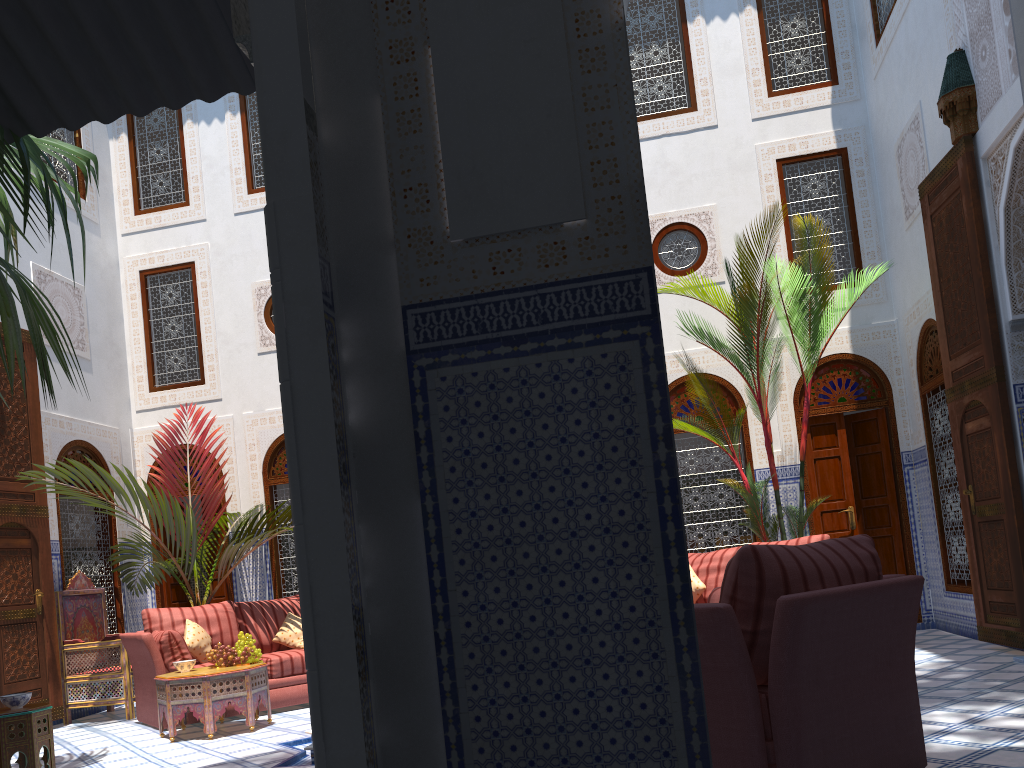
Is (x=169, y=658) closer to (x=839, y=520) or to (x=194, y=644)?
(x=194, y=644)

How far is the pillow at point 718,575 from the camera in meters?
4.9

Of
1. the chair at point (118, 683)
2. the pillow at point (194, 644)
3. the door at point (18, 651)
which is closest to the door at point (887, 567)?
the pillow at point (194, 644)

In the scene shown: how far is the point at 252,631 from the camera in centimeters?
534cm

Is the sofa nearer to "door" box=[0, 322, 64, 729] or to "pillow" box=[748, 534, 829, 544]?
"door" box=[0, 322, 64, 729]

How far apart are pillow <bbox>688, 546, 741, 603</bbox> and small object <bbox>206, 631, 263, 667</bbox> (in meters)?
2.43

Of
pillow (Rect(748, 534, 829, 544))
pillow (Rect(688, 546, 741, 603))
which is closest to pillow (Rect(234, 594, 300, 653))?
pillow (Rect(688, 546, 741, 603))

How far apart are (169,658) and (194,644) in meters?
0.2

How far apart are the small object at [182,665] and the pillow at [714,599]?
2.9 meters

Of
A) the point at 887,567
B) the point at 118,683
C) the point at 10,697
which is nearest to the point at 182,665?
the point at 10,697
